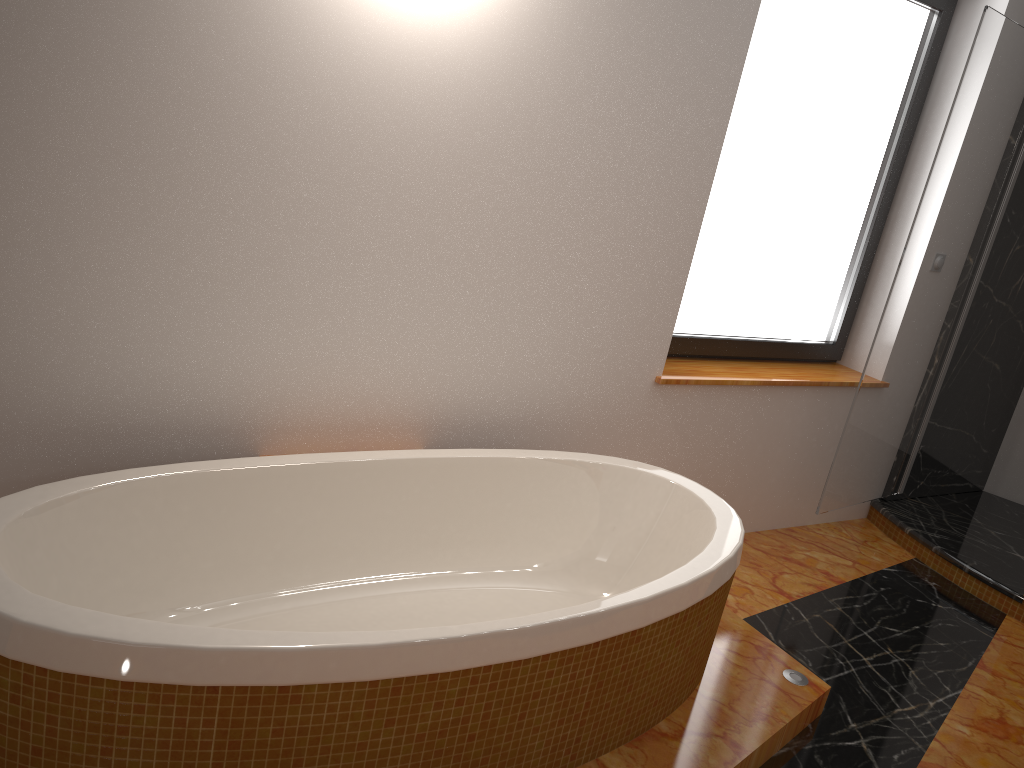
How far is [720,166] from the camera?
3.01m

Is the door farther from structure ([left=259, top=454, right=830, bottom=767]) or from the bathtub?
the bathtub

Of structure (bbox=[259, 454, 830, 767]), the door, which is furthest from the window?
structure (bbox=[259, 454, 830, 767])

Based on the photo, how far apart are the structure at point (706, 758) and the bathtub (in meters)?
0.01

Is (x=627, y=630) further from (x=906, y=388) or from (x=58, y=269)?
(x=906, y=388)

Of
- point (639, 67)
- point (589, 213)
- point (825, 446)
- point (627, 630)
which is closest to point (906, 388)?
point (825, 446)

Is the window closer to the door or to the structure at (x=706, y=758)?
the door

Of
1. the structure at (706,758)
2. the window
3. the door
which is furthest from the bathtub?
the door

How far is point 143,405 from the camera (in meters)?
2.07

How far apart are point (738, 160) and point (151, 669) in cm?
245
